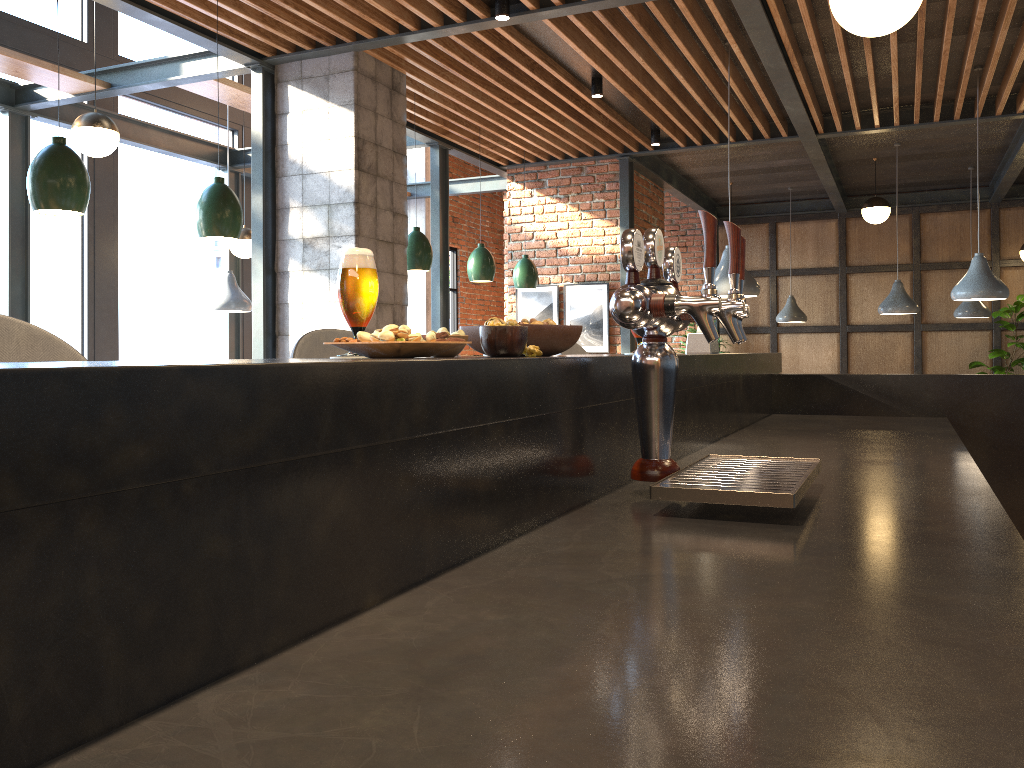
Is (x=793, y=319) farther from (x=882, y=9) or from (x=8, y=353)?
(x=8, y=353)

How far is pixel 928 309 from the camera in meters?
10.6

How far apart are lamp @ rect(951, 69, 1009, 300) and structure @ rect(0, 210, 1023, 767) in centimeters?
317cm

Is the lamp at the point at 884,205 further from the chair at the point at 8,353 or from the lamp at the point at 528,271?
the chair at the point at 8,353

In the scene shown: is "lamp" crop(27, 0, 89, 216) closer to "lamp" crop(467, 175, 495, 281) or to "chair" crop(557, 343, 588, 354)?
"chair" crop(557, 343, 588, 354)

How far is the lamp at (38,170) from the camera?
3.4 meters

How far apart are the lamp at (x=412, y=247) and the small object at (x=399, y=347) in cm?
448

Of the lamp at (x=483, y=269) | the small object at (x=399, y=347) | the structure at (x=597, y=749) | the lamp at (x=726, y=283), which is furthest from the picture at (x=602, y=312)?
the small object at (x=399, y=347)

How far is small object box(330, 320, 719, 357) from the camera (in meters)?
2.43

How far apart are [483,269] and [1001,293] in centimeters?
359cm
